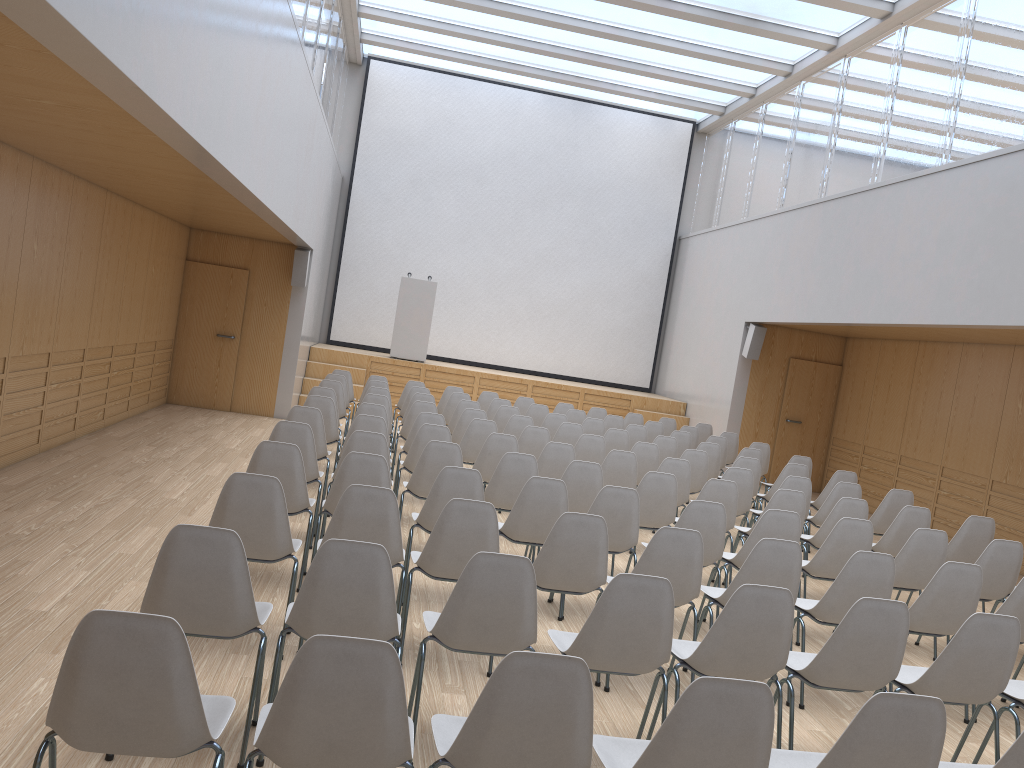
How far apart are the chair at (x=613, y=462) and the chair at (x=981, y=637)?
3.57m

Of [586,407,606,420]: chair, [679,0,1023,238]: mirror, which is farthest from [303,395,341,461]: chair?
[679,0,1023,238]: mirror

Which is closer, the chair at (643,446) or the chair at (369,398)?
the chair at (643,446)

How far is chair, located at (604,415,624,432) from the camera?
11.6 meters

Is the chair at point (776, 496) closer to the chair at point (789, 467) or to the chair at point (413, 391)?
the chair at point (789, 467)

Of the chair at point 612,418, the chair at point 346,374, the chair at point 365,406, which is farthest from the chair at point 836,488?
the chair at point 346,374

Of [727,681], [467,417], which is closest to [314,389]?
[467,417]

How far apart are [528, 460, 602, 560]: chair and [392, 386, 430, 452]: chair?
5.0 meters

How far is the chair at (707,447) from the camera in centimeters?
967cm

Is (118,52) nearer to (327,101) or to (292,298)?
(292,298)
